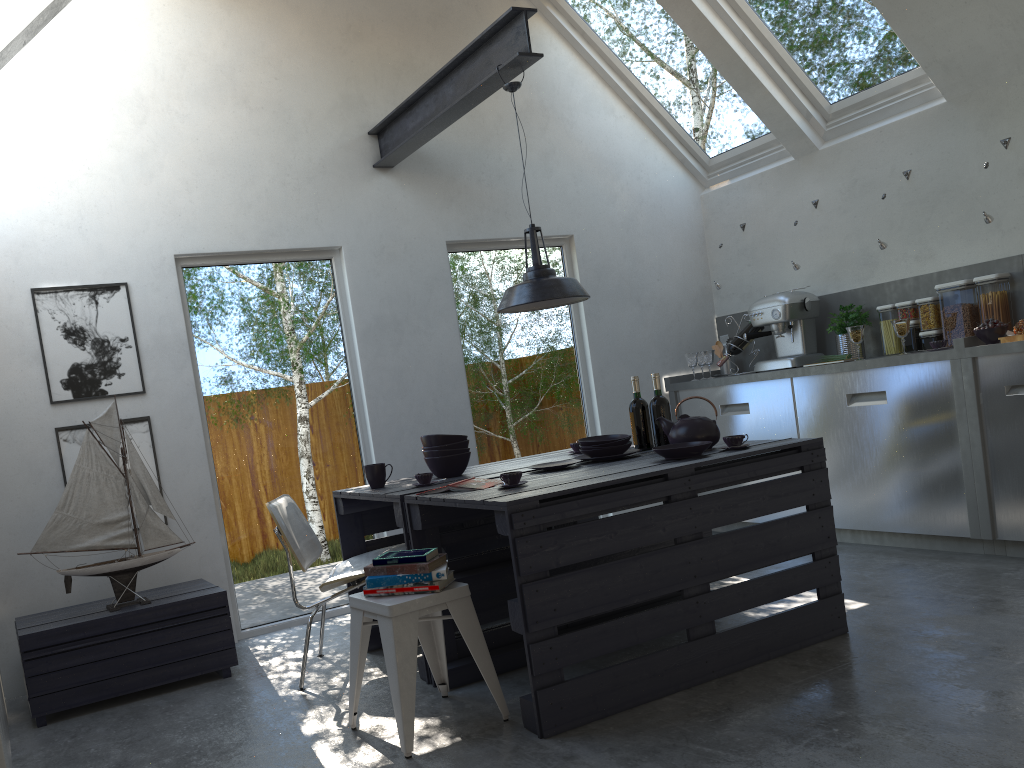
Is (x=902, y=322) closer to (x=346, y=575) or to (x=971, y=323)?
(x=971, y=323)

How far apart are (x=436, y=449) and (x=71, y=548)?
1.6m

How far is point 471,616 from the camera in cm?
302

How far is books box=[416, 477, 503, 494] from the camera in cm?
337

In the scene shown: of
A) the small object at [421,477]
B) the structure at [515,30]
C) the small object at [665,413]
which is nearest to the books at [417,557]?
the small object at [421,477]

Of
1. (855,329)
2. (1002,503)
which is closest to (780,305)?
(855,329)

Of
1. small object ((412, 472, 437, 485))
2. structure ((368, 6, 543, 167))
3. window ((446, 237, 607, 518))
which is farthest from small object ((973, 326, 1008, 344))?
small object ((412, 472, 437, 485))

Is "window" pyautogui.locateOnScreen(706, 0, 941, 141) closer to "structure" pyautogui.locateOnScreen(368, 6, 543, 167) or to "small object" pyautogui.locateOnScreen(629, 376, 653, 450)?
"structure" pyautogui.locateOnScreen(368, 6, 543, 167)

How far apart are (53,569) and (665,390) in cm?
401

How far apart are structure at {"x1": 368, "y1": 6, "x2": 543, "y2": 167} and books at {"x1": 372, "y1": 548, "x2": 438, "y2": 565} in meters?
2.2
